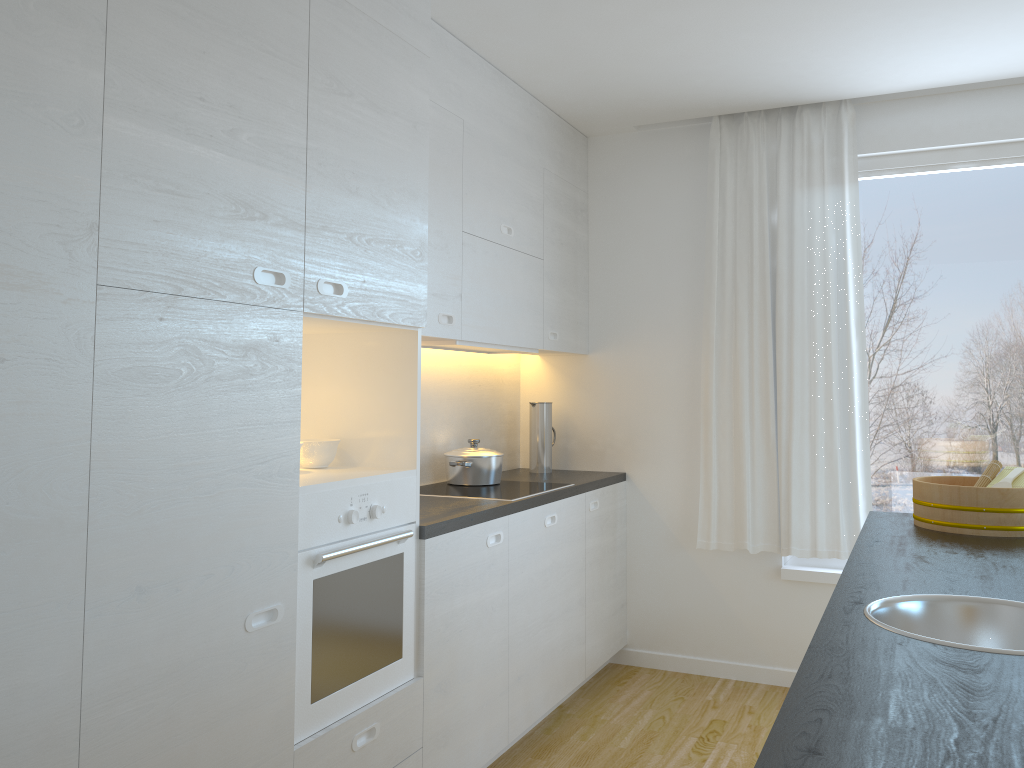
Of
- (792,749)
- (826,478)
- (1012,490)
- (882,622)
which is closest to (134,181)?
(792,749)

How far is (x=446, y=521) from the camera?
2.8 meters

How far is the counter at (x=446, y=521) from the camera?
2.8 meters

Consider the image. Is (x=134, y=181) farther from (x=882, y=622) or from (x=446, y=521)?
(x=882, y=622)

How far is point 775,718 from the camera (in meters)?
3.77

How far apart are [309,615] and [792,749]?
1.5 meters

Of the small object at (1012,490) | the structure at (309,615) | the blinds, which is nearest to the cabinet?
the structure at (309,615)

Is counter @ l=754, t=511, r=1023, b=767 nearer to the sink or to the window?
the sink

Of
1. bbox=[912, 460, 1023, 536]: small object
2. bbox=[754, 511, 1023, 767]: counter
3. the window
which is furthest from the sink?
the window

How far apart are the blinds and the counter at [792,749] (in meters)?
1.01
